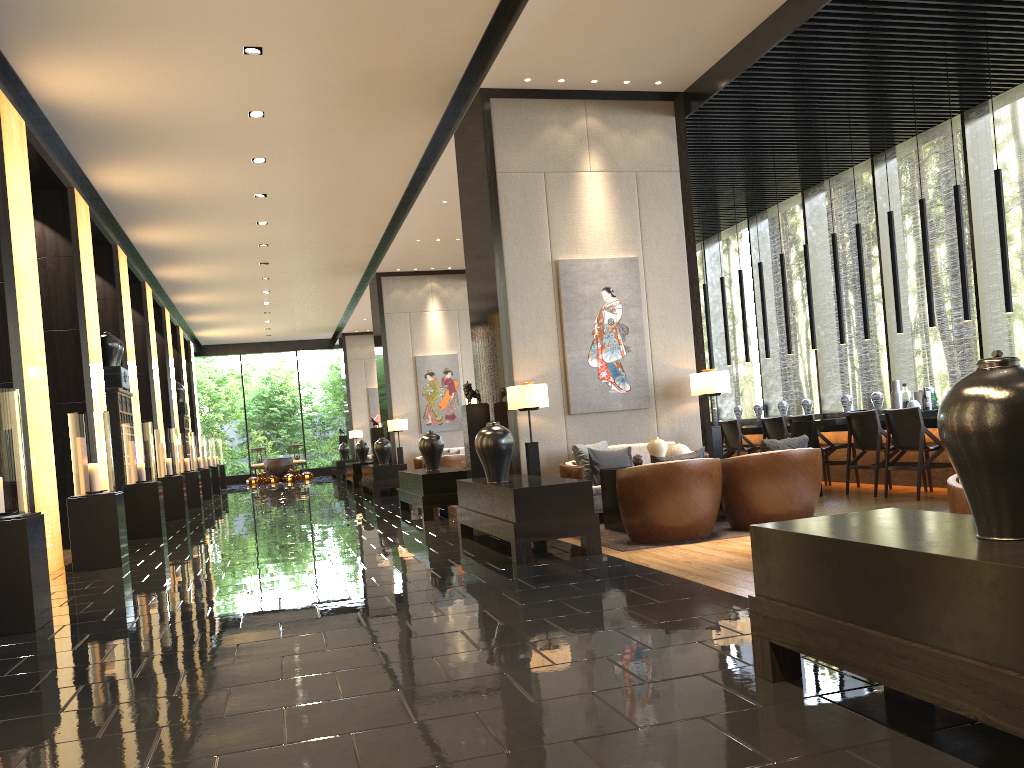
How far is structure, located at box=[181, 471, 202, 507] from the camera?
16.23m

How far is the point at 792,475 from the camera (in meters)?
6.49

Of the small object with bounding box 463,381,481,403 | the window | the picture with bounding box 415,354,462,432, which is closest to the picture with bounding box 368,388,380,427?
the picture with bounding box 415,354,462,432

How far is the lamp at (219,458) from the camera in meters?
24.8 m

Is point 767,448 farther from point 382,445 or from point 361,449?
point 361,449

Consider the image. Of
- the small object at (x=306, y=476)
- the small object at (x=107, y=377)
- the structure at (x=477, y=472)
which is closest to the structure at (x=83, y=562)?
the structure at (x=477, y=472)

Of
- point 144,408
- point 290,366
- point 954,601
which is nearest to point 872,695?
point 954,601

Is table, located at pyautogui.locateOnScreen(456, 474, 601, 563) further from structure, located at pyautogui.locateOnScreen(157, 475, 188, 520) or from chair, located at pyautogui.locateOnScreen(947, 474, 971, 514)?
structure, located at pyautogui.locateOnScreen(157, 475, 188, 520)

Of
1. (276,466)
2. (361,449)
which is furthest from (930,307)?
(276,466)

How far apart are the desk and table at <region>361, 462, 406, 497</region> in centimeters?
572cm
